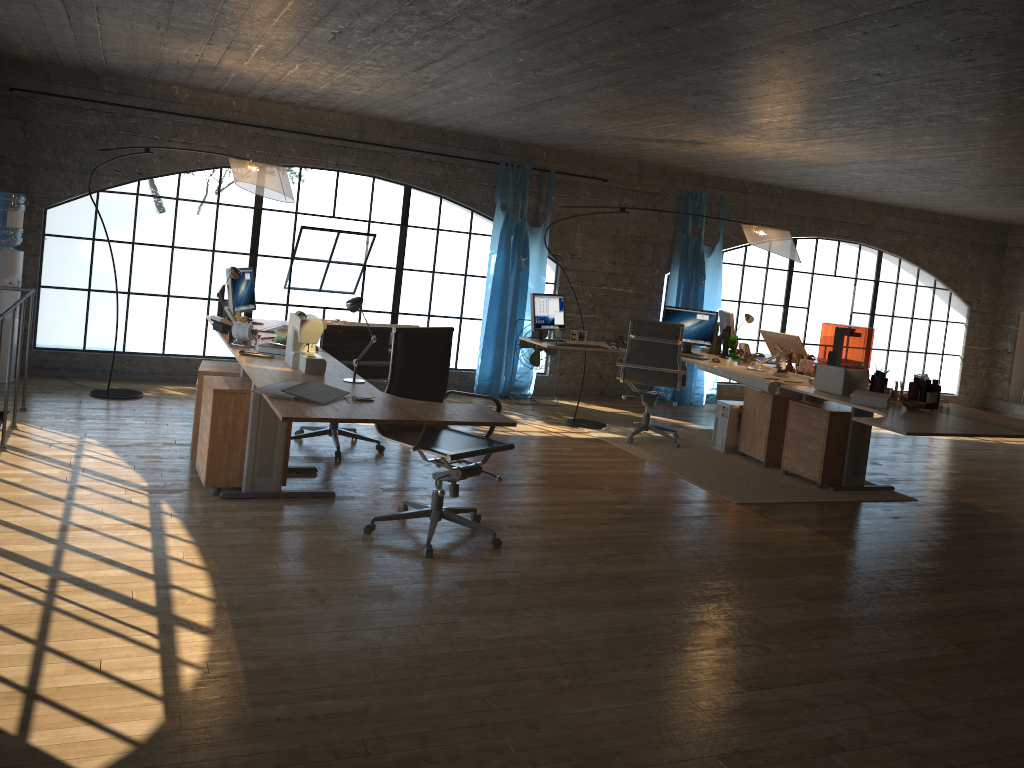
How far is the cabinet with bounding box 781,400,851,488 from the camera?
6.32m

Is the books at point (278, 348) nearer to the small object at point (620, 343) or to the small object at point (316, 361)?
the small object at point (316, 361)

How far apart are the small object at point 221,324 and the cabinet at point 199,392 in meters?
0.3

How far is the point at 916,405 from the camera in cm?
543

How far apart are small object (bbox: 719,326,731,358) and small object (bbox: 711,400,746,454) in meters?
0.5 m

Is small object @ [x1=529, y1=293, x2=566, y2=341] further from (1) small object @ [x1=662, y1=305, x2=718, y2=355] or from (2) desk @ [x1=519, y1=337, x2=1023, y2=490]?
(2) desk @ [x1=519, y1=337, x2=1023, y2=490]

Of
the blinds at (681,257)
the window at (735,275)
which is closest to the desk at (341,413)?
the blinds at (681,257)

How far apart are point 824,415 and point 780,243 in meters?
1.4 m

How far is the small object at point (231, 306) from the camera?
5.9 meters

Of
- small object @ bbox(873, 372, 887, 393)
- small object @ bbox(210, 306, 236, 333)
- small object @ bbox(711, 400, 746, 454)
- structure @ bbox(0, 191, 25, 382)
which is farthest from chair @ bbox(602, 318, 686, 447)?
structure @ bbox(0, 191, 25, 382)
